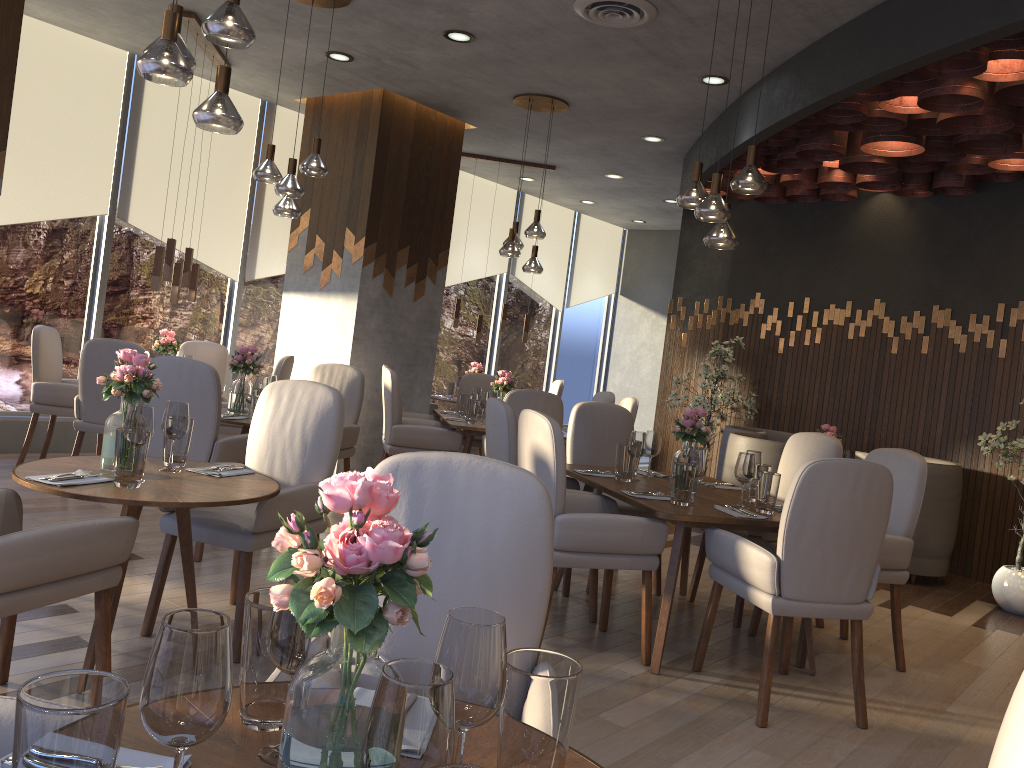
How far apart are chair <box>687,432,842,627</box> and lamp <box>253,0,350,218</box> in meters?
3.0 m

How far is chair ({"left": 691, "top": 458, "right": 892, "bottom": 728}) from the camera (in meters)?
3.20

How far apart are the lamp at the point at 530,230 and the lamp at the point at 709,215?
2.46m

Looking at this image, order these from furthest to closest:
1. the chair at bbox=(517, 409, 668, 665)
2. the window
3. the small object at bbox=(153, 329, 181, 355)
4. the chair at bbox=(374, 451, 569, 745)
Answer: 1. the window
2. the small object at bbox=(153, 329, 181, 355)
3. the chair at bbox=(517, 409, 668, 665)
4. the chair at bbox=(374, 451, 569, 745)

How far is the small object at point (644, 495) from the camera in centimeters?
393cm

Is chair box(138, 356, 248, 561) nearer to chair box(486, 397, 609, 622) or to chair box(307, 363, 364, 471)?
chair box(307, 363, 364, 471)

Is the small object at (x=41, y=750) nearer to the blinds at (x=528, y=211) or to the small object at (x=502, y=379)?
the small object at (x=502, y=379)

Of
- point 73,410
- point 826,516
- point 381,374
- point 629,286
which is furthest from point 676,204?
point 826,516

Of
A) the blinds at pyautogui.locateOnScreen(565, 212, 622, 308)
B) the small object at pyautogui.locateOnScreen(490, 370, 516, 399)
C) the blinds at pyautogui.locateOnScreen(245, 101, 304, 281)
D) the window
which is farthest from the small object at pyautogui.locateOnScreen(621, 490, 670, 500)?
the blinds at pyautogui.locateOnScreen(565, 212, 622, 308)

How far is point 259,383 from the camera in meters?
5.1
